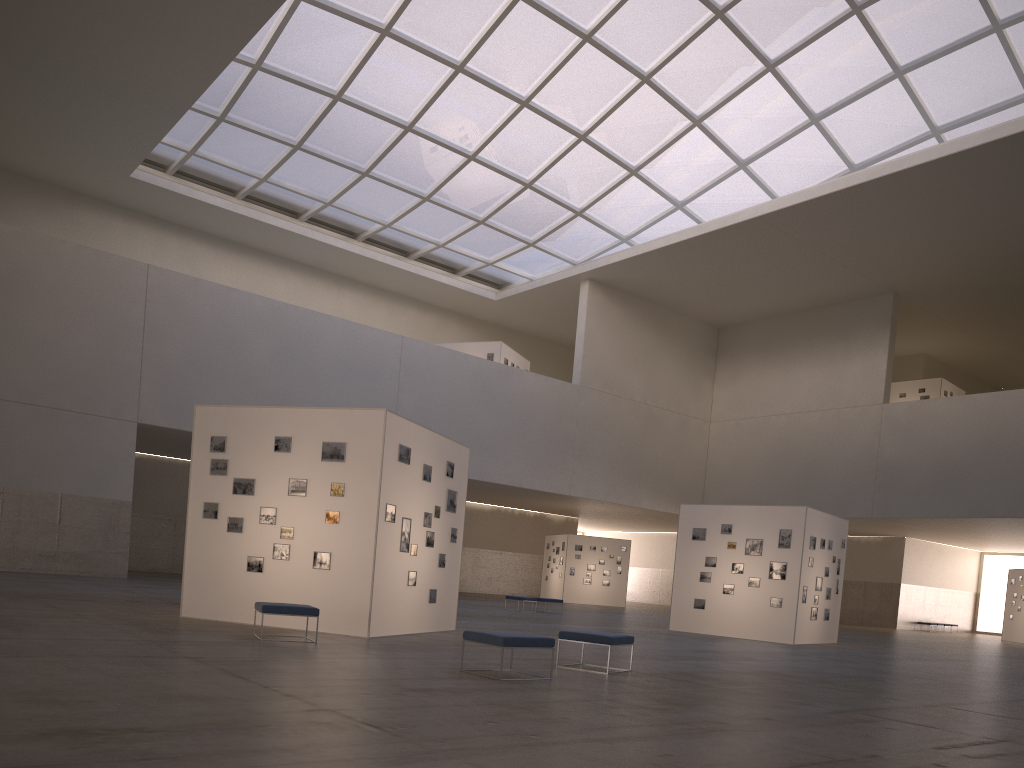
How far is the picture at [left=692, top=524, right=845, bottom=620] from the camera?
28.2m

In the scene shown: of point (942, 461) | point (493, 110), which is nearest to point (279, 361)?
point (493, 110)

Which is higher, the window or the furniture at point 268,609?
the window

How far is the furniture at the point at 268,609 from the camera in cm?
1467

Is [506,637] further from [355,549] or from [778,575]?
[778,575]

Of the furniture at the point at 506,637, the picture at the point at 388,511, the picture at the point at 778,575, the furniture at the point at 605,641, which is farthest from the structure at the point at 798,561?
the furniture at the point at 506,637

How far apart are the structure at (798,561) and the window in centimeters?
2308cm

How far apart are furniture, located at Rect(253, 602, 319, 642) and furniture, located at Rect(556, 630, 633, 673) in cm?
431

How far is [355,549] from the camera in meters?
17.1

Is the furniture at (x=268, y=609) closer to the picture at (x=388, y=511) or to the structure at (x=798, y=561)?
the picture at (x=388, y=511)
